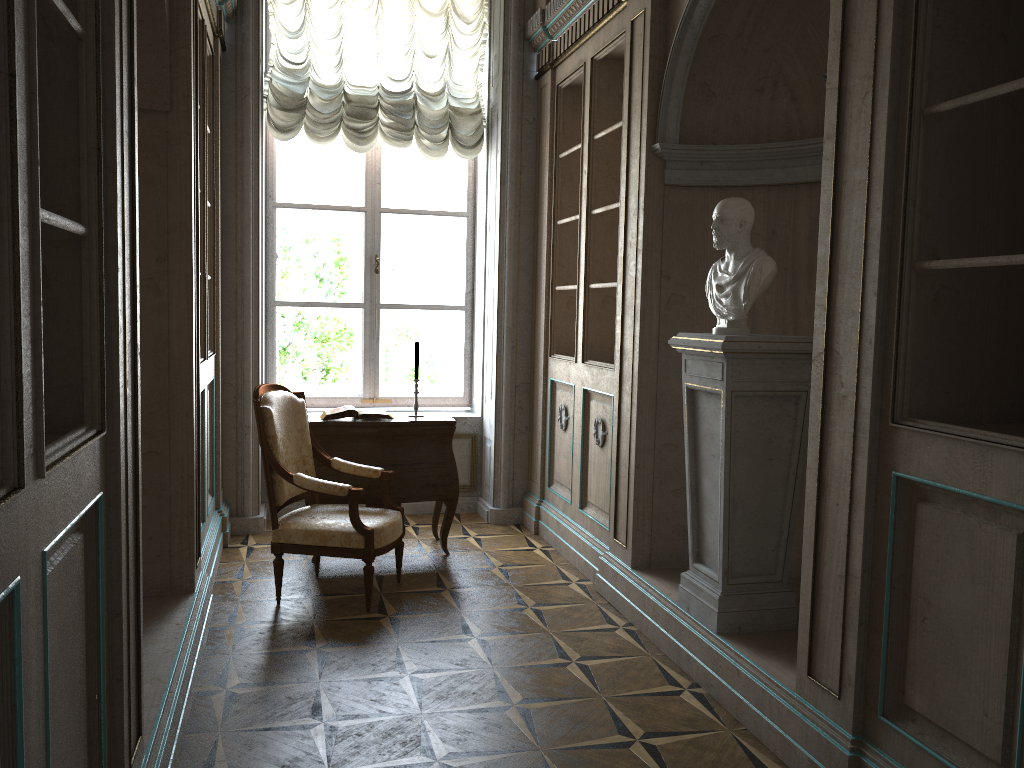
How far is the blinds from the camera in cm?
561

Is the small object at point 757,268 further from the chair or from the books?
the books

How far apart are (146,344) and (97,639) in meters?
1.8

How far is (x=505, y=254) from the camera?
5.7 meters

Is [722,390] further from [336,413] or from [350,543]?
[336,413]

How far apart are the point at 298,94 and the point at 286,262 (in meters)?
1.11

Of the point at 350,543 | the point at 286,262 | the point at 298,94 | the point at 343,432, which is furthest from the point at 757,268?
the point at 286,262

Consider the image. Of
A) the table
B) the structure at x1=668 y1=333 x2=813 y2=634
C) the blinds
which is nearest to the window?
the blinds

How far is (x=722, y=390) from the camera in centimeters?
324cm

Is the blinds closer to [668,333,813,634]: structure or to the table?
the table
